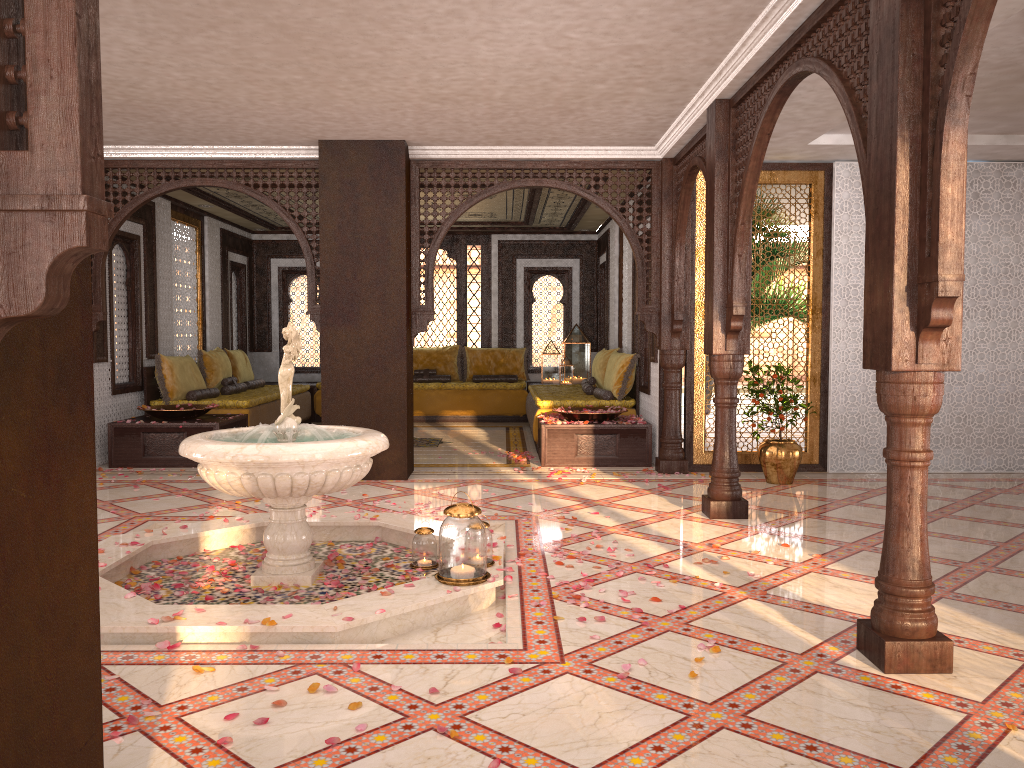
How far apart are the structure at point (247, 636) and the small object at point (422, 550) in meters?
0.1 m

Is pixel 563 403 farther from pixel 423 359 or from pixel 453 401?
pixel 423 359

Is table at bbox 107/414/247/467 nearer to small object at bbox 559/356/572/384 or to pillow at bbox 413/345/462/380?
pillow at bbox 413/345/462/380

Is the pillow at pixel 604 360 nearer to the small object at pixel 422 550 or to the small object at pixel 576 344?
the small object at pixel 576 344

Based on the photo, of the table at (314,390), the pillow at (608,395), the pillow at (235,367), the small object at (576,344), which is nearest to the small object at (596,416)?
the pillow at (608,395)

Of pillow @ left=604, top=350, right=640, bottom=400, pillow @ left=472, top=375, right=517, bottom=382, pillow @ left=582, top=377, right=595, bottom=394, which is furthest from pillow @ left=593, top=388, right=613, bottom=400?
pillow @ left=472, top=375, right=517, bottom=382

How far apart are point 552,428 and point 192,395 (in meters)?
3.96

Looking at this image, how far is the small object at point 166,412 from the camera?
8.4m

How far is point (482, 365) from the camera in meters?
13.3 m

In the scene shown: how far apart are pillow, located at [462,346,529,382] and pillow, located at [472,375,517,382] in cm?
16
